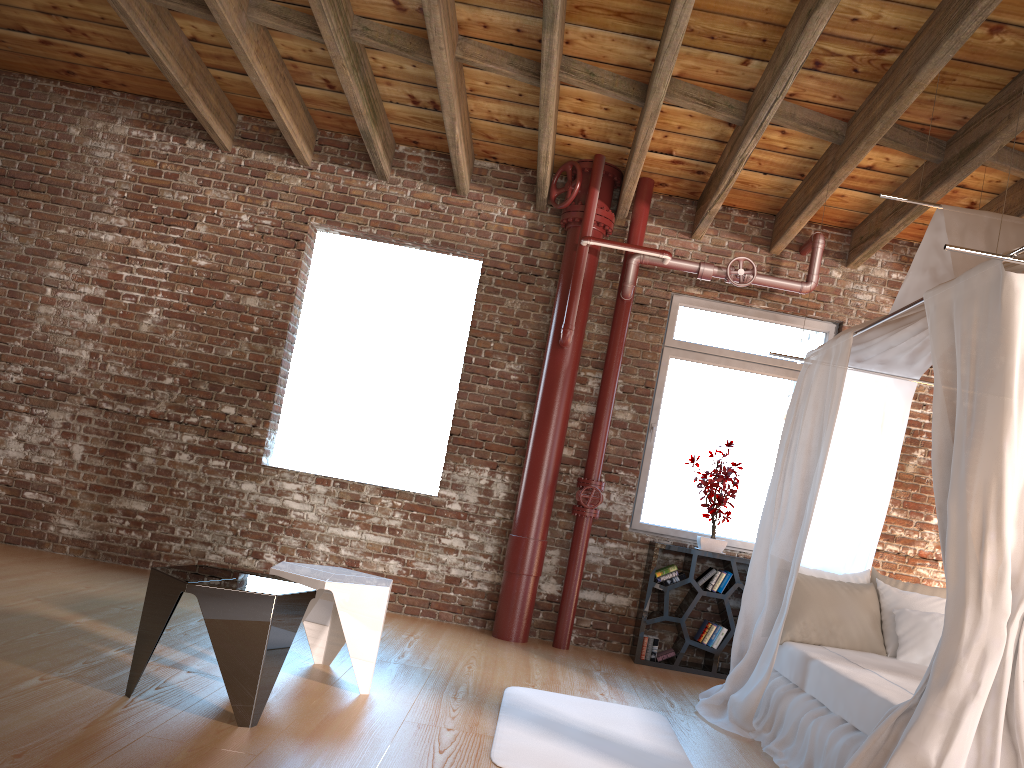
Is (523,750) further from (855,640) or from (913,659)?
(913,659)

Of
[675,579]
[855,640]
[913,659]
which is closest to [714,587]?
[675,579]

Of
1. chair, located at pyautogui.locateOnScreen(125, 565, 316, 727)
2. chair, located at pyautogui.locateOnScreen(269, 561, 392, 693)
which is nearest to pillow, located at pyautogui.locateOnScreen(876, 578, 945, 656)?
chair, located at pyautogui.locateOnScreen(269, 561, 392, 693)

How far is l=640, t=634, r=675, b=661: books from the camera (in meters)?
5.94

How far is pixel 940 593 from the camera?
4.97m

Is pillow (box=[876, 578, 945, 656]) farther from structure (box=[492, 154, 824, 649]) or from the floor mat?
structure (box=[492, 154, 824, 649])

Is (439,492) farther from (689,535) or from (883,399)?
(883,399)

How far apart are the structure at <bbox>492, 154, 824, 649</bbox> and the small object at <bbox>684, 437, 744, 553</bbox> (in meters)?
0.70

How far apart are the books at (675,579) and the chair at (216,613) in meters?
3.2 m

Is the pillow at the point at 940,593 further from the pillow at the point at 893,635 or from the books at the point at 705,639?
the books at the point at 705,639
